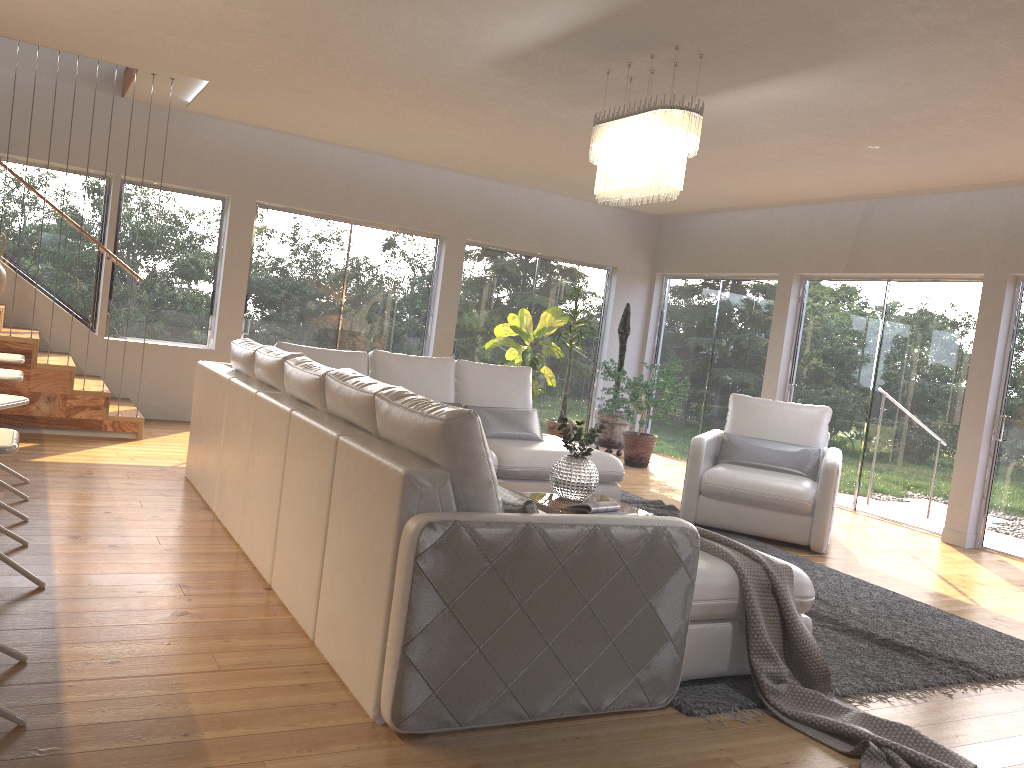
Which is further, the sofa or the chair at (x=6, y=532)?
the chair at (x=6, y=532)

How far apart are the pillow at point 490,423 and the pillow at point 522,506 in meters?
3.2 m

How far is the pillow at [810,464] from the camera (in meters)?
6.39

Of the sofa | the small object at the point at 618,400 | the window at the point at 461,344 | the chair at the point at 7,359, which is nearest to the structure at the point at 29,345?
the sofa

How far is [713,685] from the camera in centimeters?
323cm

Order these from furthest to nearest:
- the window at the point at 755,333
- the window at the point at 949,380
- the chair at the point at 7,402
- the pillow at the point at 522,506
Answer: the window at the point at 755,333 → the window at the point at 949,380 → the chair at the point at 7,402 → the pillow at the point at 522,506

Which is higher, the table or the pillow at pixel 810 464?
the pillow at pixel 810 464

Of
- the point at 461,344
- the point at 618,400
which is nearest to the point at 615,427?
the point at 618,400

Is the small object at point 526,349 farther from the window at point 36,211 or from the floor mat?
the window at point 36,211

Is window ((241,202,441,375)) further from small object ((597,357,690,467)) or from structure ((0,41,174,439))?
small object ((597,357,690,467))
